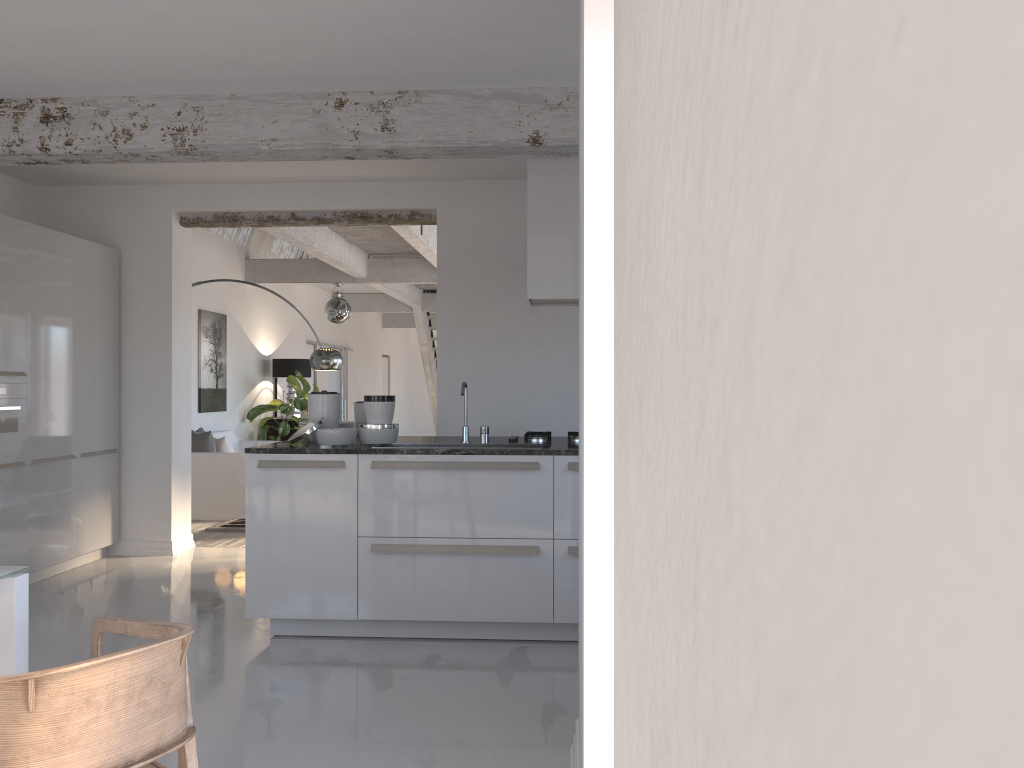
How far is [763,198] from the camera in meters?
0.2 m

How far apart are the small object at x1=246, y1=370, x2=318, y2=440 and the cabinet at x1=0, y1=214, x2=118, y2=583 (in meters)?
4.36

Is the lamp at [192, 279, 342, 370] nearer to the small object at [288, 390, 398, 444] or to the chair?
the small object at [288, 390, 398, 444]

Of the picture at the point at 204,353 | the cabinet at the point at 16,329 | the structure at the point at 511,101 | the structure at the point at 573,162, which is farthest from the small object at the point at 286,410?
the structure at the point at 573,162

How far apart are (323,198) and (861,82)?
7.1 meters

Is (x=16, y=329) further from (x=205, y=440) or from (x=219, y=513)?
(x=219, y=513)

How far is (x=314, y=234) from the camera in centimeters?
897cm

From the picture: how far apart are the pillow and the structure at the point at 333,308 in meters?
2.5

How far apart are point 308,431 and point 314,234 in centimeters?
459cm

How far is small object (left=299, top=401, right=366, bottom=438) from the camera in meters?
5.4 m
